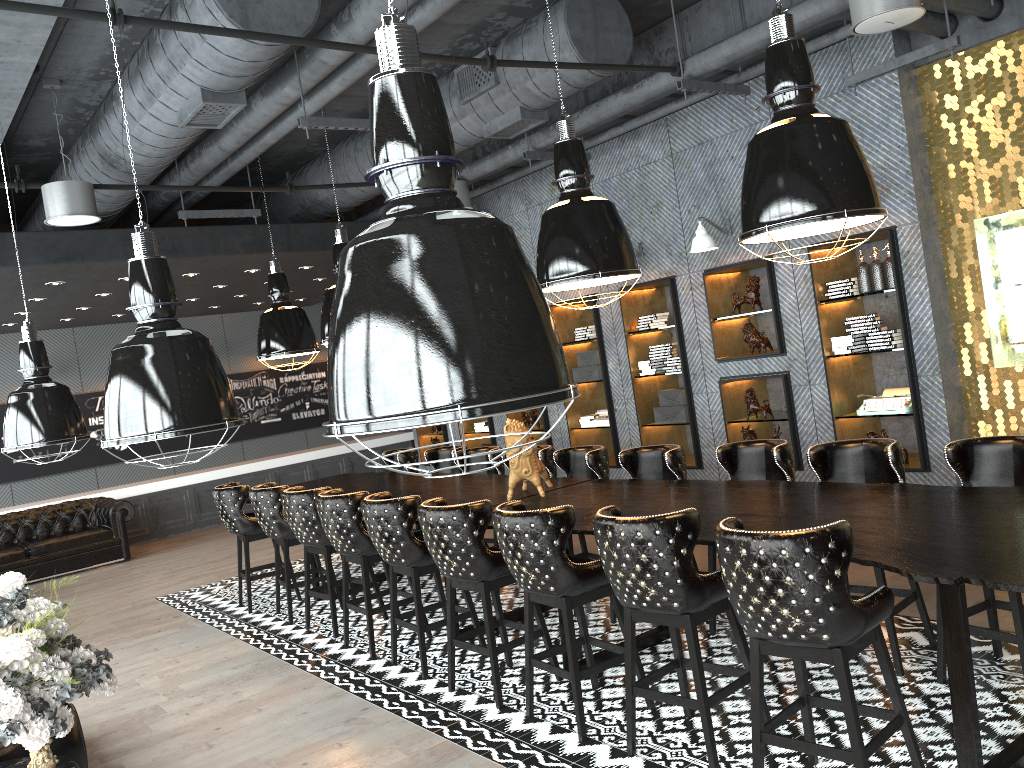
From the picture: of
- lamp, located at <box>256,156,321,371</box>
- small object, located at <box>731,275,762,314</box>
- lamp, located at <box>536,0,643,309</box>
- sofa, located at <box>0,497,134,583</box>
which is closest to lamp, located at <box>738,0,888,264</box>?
lamp, located at <box>536,0,643,309</box>

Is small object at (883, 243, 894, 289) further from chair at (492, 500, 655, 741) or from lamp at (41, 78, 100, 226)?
lamp at (41, 78, 100, 226)

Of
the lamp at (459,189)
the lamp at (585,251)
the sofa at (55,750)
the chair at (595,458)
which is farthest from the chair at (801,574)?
the lamp at (459,189)

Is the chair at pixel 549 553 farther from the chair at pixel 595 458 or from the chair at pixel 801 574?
the chair at pixel 595 458

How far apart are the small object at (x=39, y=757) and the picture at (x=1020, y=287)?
6.2m

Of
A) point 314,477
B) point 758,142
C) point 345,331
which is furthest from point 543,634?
point 314,477

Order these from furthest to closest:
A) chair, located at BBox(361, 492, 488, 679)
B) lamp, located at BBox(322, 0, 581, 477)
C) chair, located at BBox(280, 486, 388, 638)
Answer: chair, located at BBox(280, 486, 388, 638) < chair, located at BBox(361, 492, 488, 679) < lamp, located at BBox(322, 0, 581, 477)

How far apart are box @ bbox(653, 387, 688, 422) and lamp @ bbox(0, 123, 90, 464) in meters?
5.6

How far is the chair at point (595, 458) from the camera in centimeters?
622cm

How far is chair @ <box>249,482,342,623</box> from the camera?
7.0m
